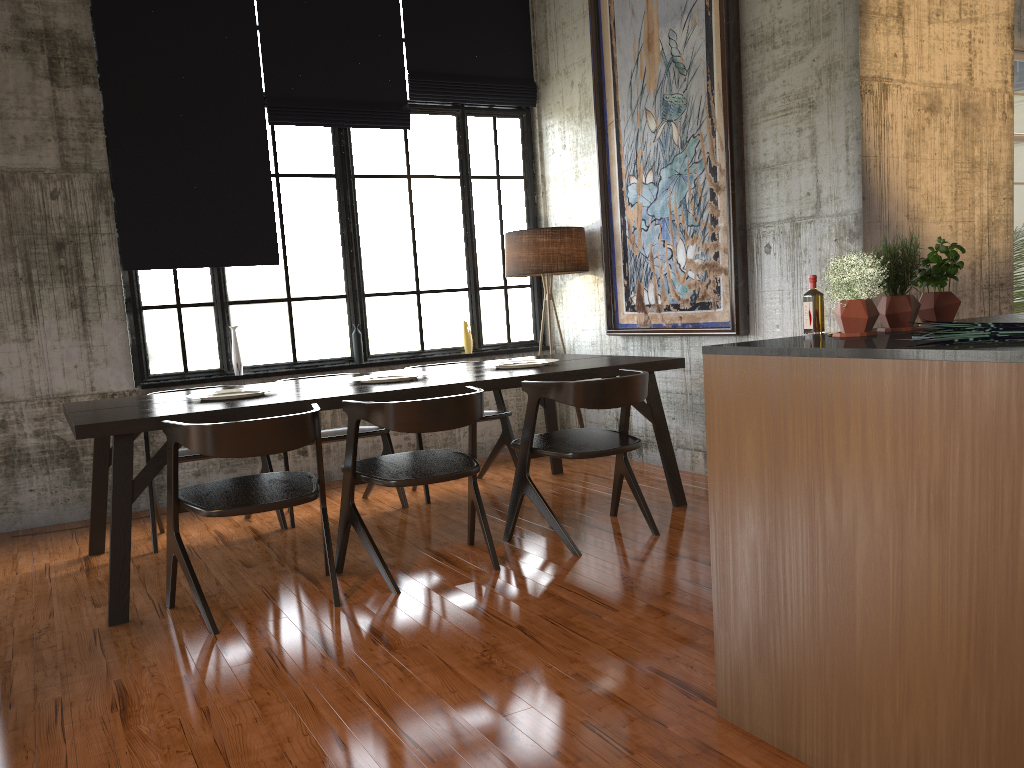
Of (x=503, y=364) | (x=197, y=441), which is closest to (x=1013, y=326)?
(x=197, y=441)

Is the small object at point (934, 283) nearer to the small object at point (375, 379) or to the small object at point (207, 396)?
the small object at point (375, 379)

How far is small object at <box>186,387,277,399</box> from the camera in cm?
532

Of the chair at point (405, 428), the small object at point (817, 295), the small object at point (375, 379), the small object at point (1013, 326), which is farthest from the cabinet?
the small object at point (375, 379)

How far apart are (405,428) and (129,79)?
4.3 meters

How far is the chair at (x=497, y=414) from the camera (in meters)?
6.76

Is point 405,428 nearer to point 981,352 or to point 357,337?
point 981,352

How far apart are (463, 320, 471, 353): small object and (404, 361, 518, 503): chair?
1.3m

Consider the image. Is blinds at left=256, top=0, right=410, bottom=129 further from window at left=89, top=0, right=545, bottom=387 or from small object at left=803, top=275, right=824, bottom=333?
small object at left=803, top=275, right=824, bottom=333

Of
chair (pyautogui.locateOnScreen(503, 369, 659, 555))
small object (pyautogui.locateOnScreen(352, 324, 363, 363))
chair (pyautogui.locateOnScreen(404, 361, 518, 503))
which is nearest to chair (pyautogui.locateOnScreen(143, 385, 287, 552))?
chair (pyautogui.locateOnScreen(404, 361, 518, 503))
